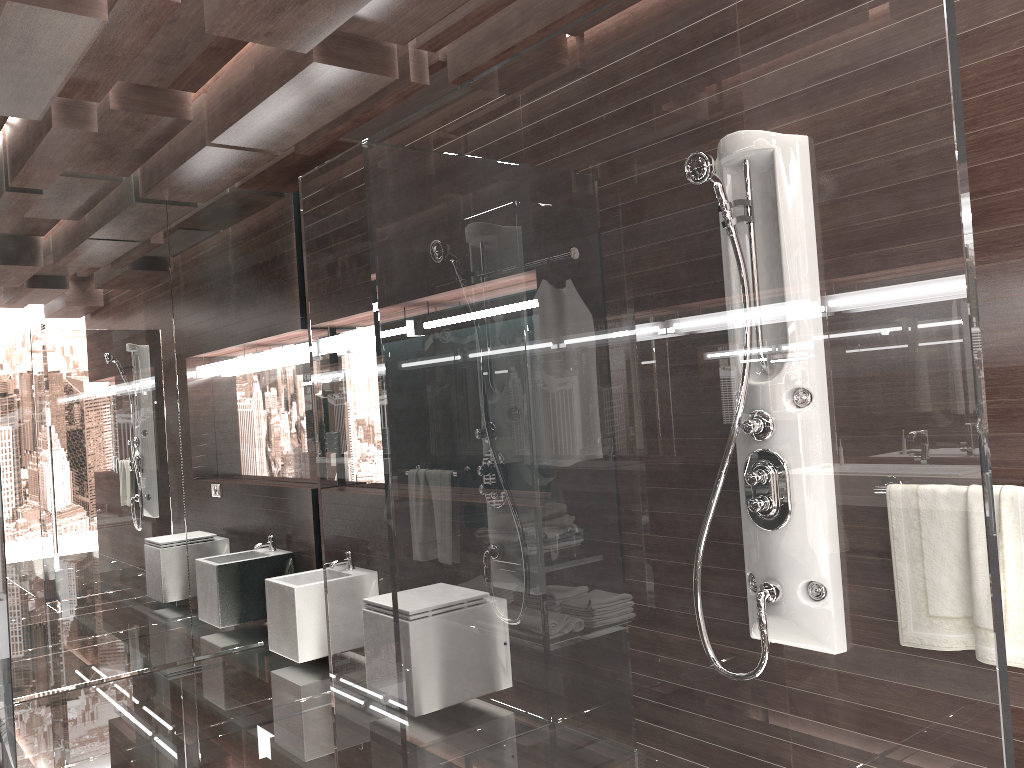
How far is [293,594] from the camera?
4.2 meters

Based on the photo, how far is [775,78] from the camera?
1.4 meters

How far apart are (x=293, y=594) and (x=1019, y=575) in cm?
315

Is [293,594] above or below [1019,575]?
below

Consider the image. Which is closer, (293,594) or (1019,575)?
(1019,575)

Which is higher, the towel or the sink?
the towel

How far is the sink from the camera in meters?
4.2 m

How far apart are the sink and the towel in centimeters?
308cm

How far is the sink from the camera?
4.2m

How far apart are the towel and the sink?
3.08m
